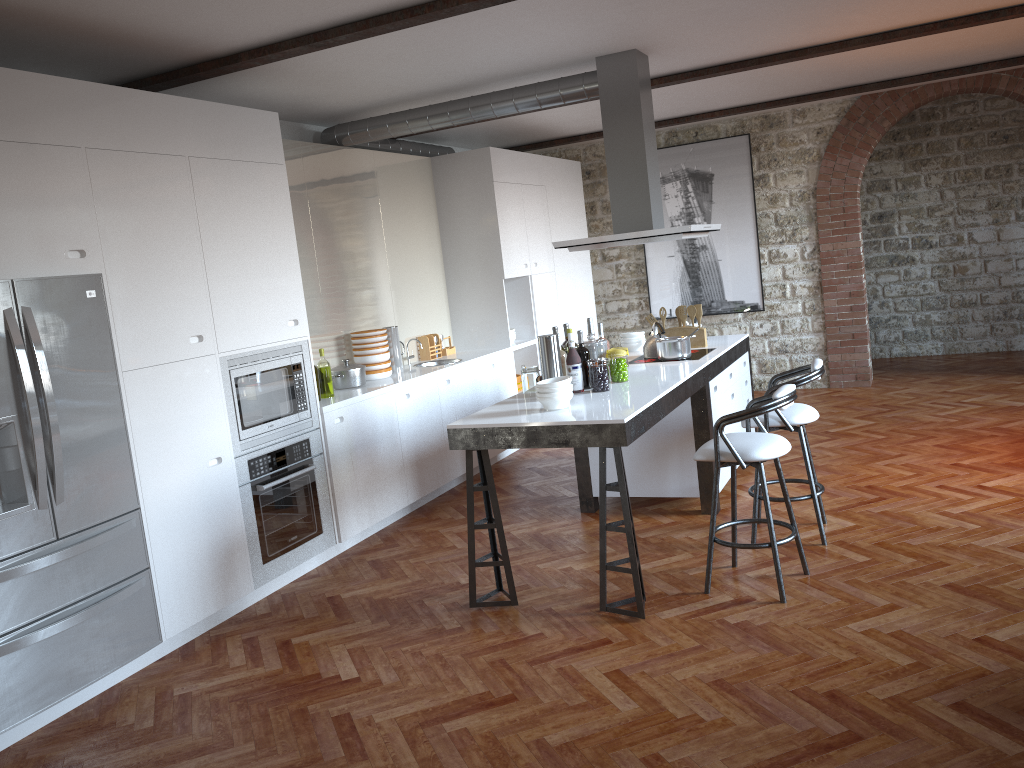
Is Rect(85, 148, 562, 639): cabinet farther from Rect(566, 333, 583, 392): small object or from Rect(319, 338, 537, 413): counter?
Rect(566, 333, 583, 392): small object

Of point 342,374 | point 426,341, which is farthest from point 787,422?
point 426,341

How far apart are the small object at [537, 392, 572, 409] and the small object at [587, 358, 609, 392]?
0.5m

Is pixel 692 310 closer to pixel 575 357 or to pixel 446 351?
pixel 575 357

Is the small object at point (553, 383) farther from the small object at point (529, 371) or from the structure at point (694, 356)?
the structure at point (694, 356)

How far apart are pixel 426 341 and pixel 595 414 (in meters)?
3.56

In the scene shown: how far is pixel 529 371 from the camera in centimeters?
489cm

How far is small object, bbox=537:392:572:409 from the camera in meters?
4.3 m

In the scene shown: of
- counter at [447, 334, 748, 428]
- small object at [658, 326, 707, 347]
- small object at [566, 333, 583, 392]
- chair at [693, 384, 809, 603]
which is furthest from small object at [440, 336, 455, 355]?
chair at [693, 384, 809, 603]

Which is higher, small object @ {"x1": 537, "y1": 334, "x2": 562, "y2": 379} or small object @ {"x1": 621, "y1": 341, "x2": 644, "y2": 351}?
small object @ {"x1": 537, "y1": 334, "x2": 562, "y2": 379}
